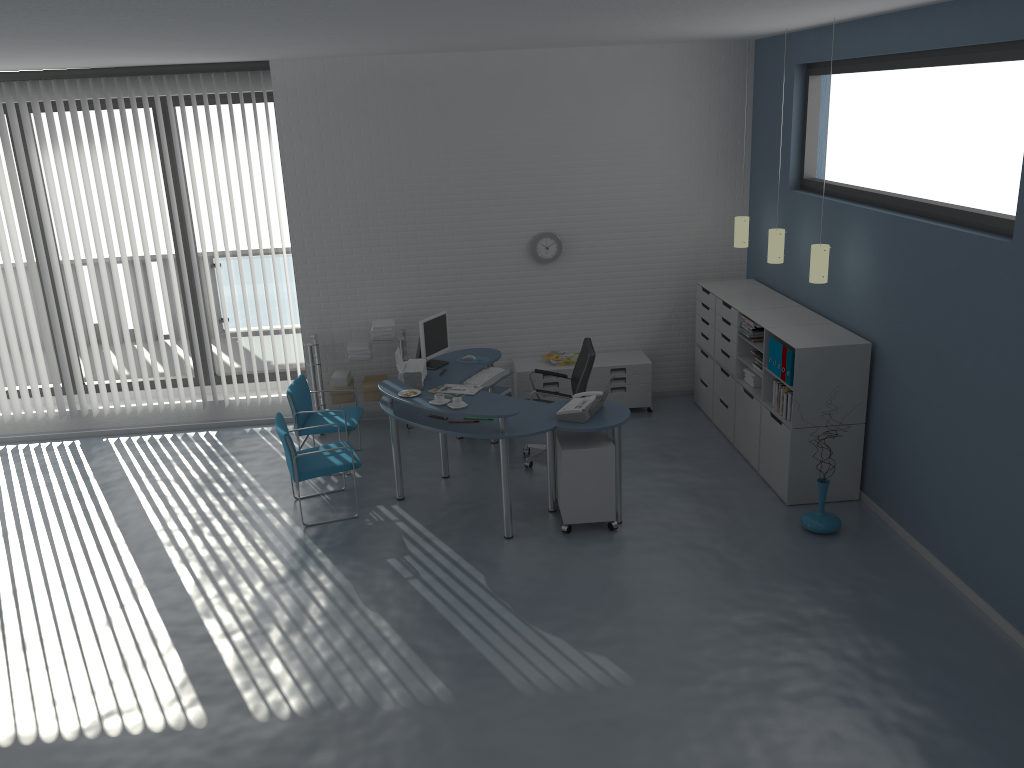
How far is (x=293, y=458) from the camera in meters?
6.1 m

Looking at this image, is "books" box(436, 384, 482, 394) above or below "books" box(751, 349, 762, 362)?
below

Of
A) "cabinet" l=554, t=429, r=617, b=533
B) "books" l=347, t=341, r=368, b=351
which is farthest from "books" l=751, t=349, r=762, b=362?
"books" l=347, t=341, r=368, b=351

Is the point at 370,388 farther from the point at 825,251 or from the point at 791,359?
the point at 825,251

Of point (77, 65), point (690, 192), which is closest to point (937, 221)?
point (690, 192)

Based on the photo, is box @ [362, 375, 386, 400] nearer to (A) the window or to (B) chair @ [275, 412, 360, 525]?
(A) the window

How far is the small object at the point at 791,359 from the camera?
6.0 meters

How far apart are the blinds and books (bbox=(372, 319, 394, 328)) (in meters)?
2.12

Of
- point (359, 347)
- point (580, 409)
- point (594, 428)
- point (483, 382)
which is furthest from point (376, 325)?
point (594, 428)

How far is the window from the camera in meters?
8.1
